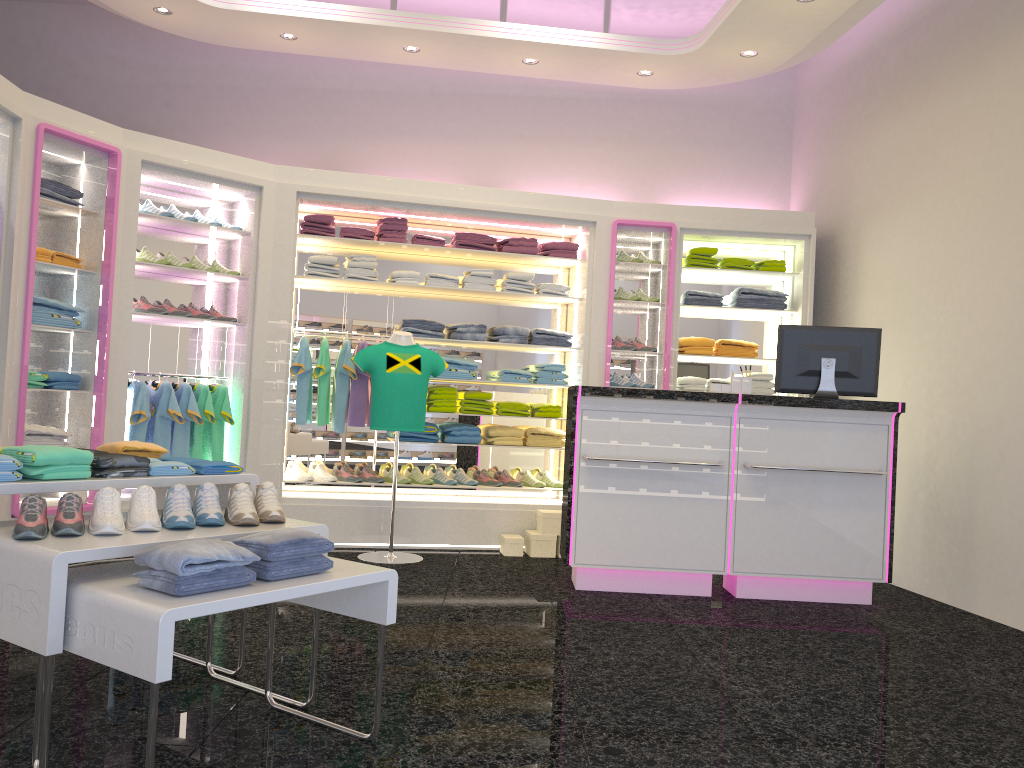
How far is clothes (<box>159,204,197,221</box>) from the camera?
6.1m

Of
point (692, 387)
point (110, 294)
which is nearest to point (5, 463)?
point (110, 294)

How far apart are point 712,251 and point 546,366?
1.6 meters

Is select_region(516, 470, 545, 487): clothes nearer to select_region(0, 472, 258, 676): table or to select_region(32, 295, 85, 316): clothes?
select_region(32, 295, 85, 316): clothes

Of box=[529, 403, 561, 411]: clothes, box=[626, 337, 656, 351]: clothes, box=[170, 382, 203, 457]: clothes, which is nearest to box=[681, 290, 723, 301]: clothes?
box=[626, 337, 656, 351]: clothes

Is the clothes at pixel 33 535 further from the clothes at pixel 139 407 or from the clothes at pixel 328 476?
the clothes at pixel 328 476

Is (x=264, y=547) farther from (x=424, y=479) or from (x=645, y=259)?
(x=645, y=259)

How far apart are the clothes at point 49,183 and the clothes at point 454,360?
2.70m

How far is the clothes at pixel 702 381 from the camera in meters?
7.1

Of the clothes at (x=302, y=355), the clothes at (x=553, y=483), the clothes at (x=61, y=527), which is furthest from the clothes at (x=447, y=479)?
the clothes at (x=61, y=527)
